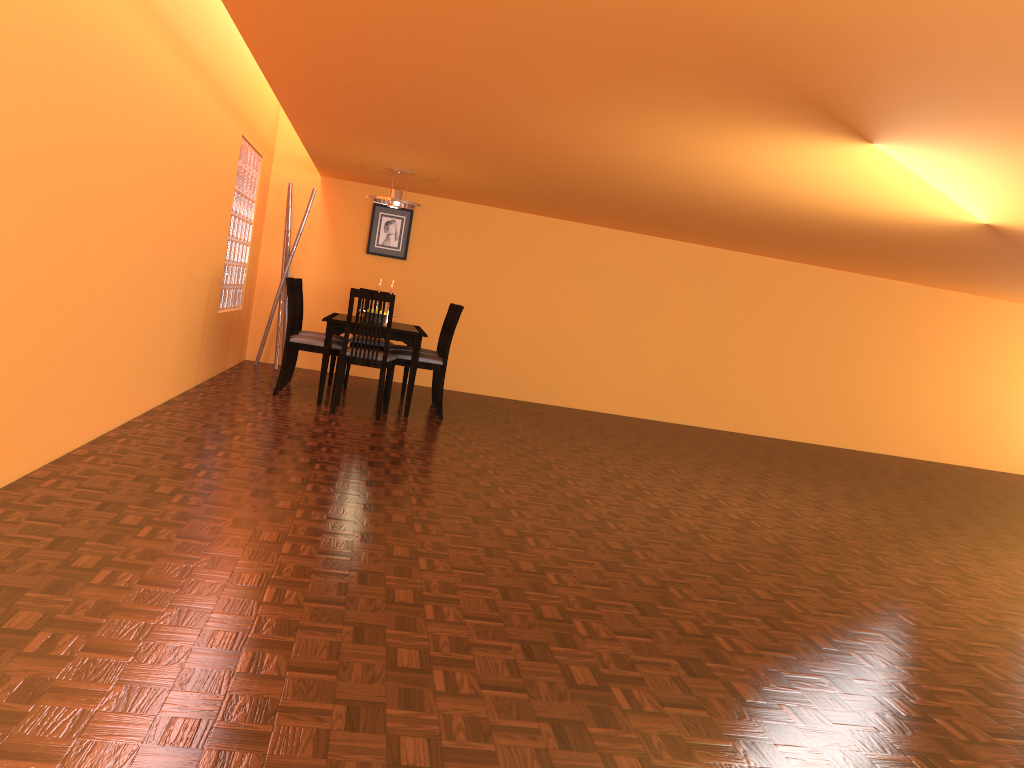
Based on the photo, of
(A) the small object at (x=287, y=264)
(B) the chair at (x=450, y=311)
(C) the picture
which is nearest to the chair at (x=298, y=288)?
(A) the small object at (x=287, y=264)

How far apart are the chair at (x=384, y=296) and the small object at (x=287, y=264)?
1.9 meters

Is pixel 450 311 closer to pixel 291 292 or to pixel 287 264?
pixel 291 292

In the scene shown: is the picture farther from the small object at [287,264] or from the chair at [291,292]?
the chair at [291,292]

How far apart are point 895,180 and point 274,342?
5.48m

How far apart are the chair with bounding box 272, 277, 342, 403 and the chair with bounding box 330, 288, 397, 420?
0.1m

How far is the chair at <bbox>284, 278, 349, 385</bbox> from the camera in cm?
650

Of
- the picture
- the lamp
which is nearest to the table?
the lamp

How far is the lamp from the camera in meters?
6.5

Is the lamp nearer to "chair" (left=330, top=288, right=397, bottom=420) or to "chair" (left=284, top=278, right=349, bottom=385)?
"chair" (left=284, top=278, right=349, bottom=385)
